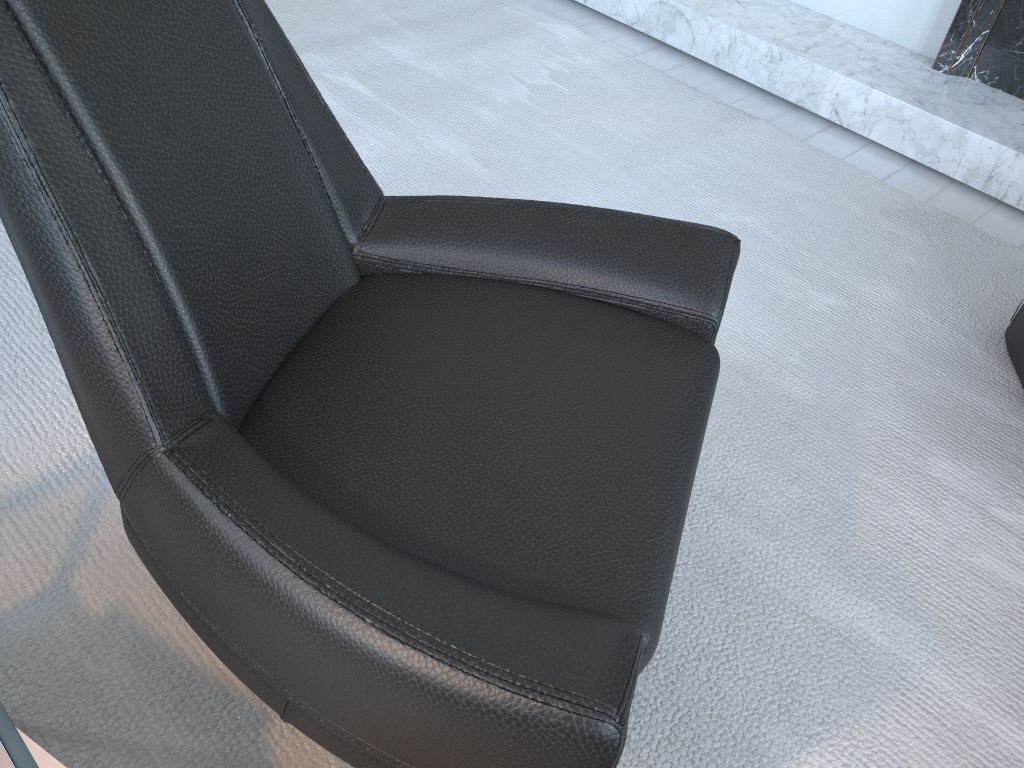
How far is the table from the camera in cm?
68

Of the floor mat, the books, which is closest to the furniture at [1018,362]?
the floor mat

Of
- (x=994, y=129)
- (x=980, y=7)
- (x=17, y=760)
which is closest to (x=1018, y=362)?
(x=994, y=129)

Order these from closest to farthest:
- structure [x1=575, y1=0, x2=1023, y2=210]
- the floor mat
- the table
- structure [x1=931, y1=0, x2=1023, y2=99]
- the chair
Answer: the table
the chair
the floor mat
structure [x1=575, y1=0, x2=1023, y2=210]
structure [x1=931, y1=0, x2=1023, y2=99]

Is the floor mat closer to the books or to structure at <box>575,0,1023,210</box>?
structure at <box>575,0,1023,210</box>

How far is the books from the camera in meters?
0.8

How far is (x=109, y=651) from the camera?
1.17m

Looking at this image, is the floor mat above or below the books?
below

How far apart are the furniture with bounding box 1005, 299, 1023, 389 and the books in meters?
1.8

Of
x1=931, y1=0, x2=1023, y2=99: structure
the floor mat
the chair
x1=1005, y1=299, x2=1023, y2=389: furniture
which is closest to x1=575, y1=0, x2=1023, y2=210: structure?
x1=931, y1=0, x2=1023, y2=99: structure
